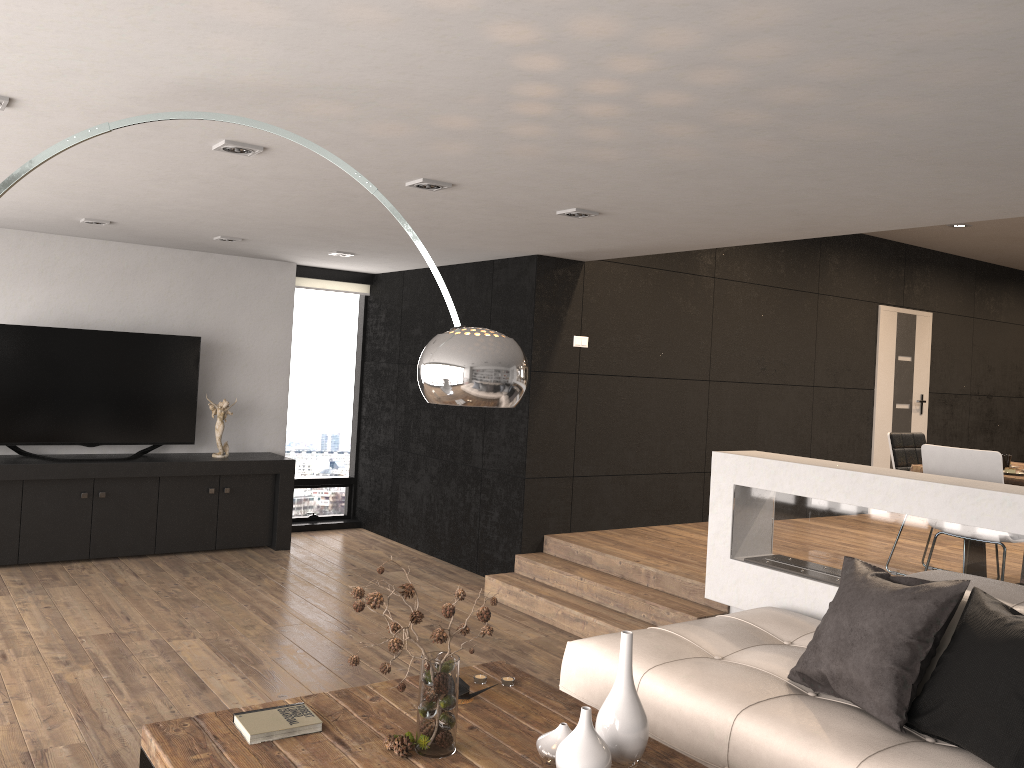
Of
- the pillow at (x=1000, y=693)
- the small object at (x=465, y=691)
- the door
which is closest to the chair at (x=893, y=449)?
the pillow at (x=1000, y=693)

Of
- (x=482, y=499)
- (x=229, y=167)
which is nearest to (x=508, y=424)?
(x=482, y=499)

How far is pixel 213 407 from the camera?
7.2 meters

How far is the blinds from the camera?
8.2 meters

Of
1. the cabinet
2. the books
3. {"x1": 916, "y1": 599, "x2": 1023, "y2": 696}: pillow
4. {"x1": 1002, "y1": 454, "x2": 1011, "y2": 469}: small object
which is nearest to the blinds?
the cabinet

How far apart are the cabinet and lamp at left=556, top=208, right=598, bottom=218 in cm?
379

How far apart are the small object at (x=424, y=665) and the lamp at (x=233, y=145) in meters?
1.9

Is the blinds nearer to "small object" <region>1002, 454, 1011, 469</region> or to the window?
the window

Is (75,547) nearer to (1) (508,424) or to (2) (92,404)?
(2) (92,404)

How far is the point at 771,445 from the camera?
8.0 meters
